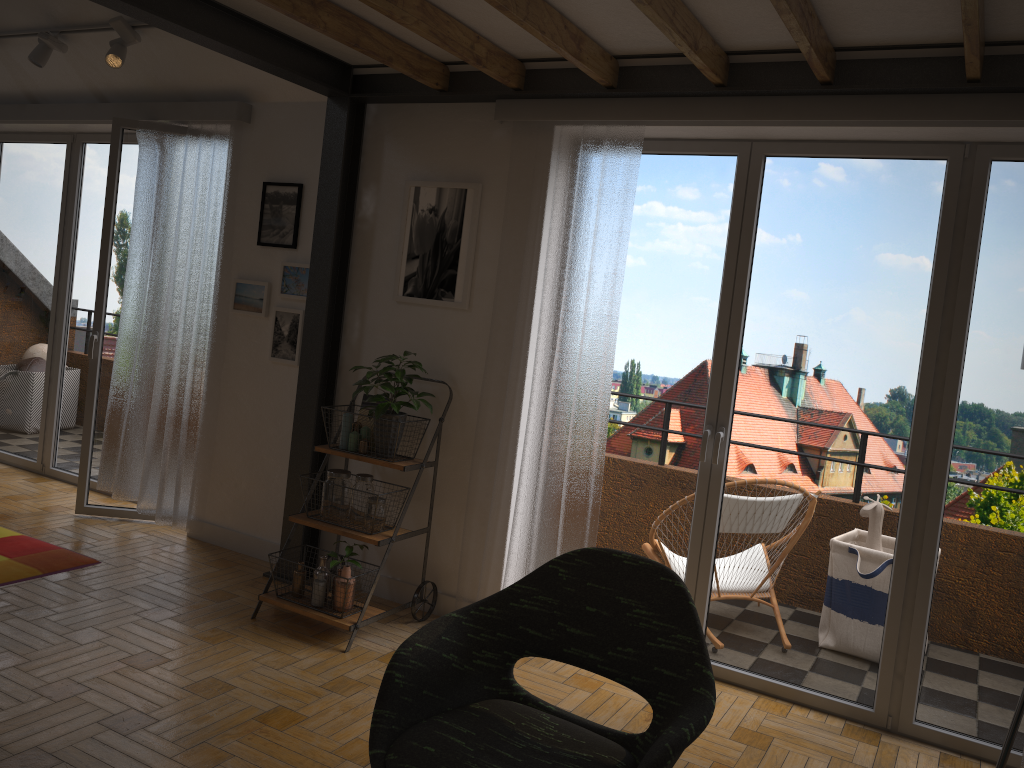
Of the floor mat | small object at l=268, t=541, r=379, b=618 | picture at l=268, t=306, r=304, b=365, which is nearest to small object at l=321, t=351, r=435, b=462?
small object at l=268, t=541, r=379, b=618

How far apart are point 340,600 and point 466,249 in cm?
163

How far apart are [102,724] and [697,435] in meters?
2.5

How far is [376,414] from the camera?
3.8m

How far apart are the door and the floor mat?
0.48m

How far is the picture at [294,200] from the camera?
4.5m

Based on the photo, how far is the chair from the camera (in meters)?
2.01

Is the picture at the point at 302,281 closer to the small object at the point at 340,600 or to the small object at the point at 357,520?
the small object at the point at 357,520

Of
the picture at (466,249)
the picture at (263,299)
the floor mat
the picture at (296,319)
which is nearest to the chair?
the picture at (466,249)

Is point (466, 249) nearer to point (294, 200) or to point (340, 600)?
point (294, 200)
